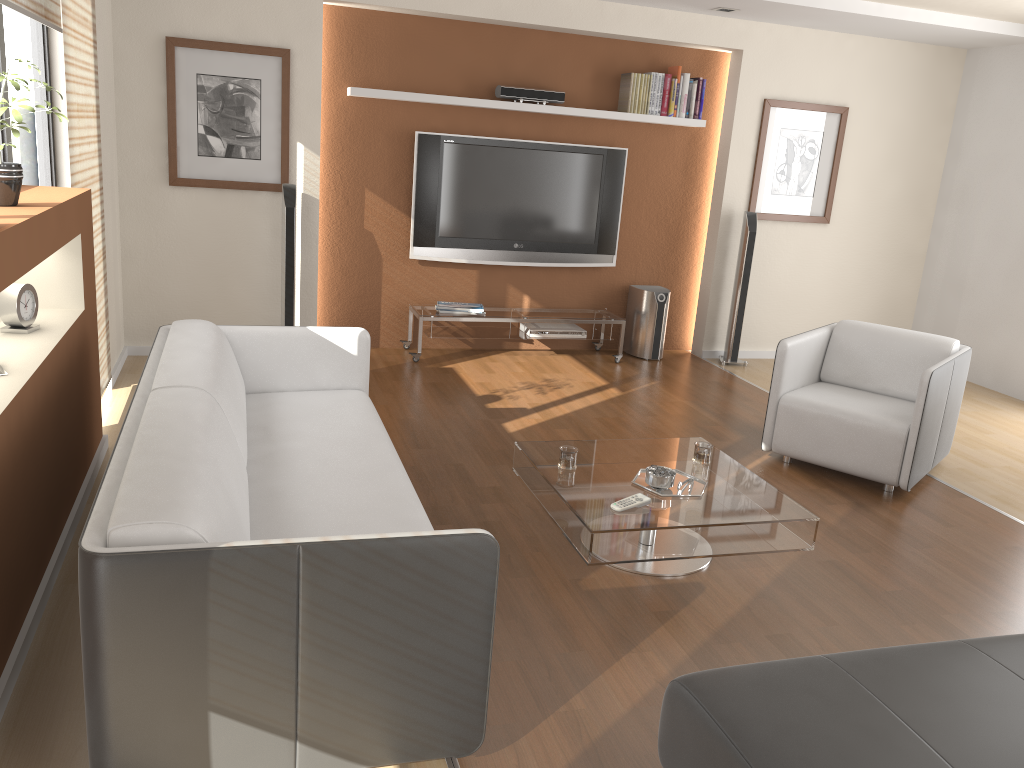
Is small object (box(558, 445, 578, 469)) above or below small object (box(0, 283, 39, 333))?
below

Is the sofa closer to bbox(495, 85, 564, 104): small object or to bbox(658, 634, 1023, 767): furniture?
bbox(658, 634, 1023, 767): furniture

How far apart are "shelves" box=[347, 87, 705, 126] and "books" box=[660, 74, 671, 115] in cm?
5

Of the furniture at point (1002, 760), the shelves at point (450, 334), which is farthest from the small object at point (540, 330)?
the furniture at point (1002, 760)

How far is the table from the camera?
3.1 meters

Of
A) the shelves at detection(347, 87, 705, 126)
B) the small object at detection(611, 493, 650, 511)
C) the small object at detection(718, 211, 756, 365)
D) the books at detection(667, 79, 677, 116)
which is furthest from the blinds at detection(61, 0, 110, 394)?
the small object at detection(718, 211, 756, 365)

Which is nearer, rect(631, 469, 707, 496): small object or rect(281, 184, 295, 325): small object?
rect(631, 469, 707, 496): small object

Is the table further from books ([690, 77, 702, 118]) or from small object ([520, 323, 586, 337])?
books ([690, 77, 702, 118])

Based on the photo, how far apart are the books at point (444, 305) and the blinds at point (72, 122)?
2.2m

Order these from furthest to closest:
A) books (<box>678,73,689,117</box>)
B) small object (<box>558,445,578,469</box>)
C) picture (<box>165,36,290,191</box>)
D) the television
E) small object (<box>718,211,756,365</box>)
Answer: small object (<box>718,211,756,365</box>) < books (<box>678,73,689,117</box>) < the television < picture (<box>165,36,290,191</box>) < small object (<box>558,445,578,469</box>)
